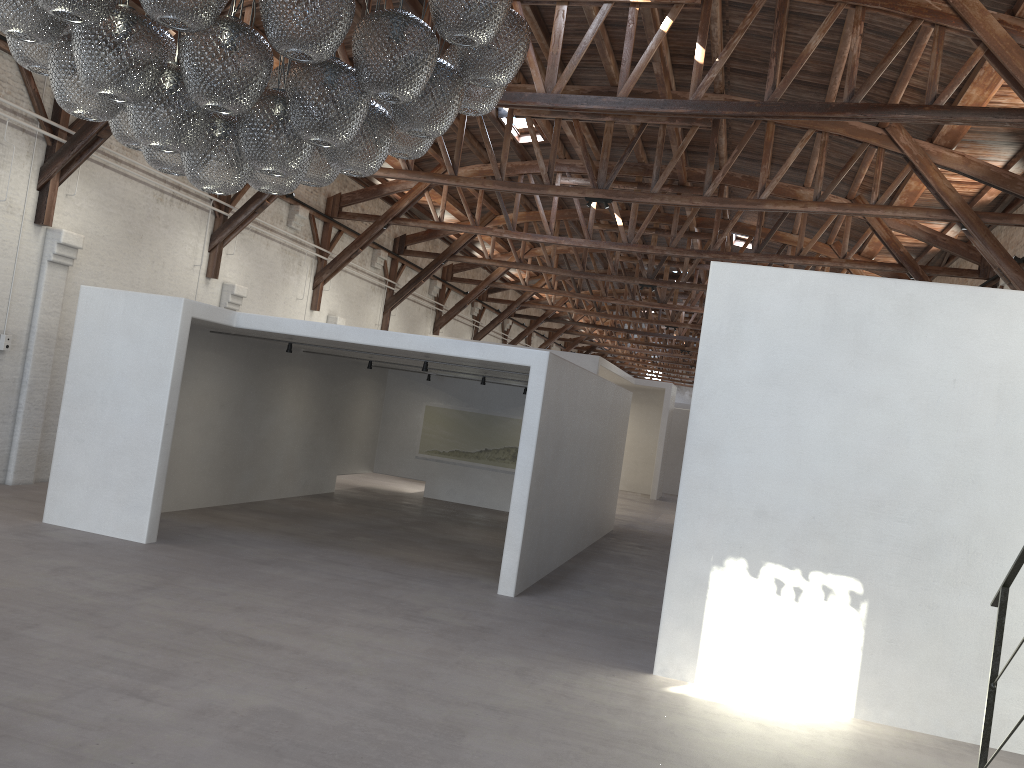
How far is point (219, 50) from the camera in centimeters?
337cm

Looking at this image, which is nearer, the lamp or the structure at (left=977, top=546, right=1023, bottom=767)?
the lamp

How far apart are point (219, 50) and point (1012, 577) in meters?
3.9 m

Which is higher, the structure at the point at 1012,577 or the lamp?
the lamp

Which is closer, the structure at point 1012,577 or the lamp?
the lamp

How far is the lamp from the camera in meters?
3.4 m

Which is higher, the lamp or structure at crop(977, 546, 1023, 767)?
the lamp

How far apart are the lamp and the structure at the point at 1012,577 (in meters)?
3.08

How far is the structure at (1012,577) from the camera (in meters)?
3.87

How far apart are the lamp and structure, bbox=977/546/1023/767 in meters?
3.1 m
